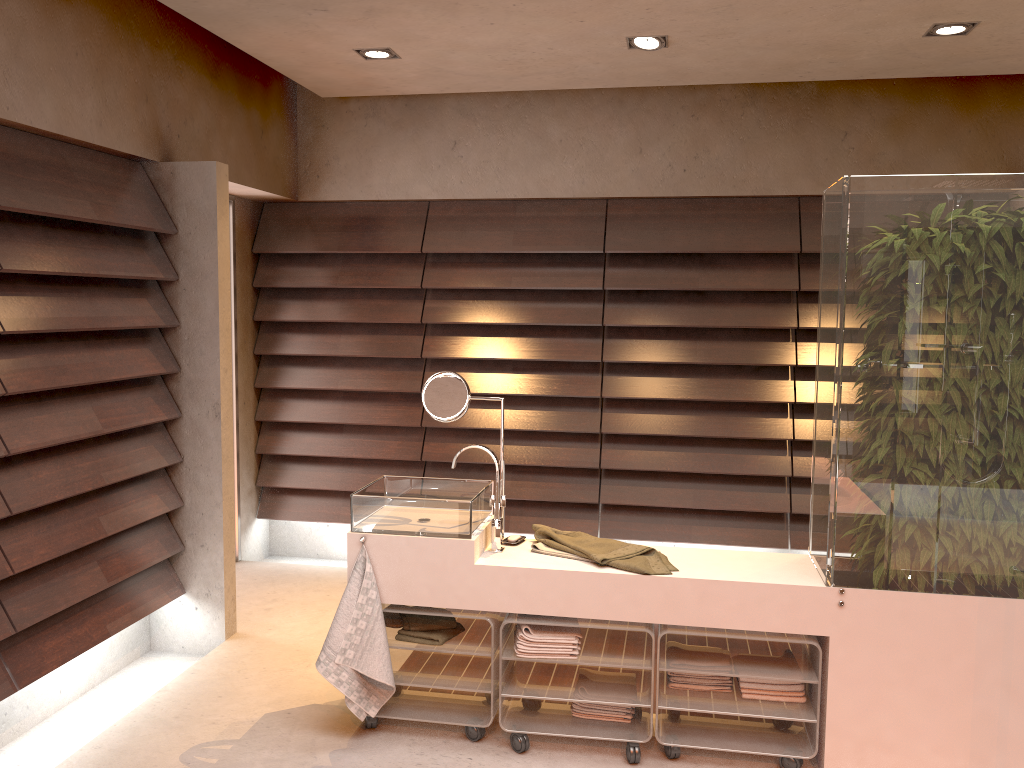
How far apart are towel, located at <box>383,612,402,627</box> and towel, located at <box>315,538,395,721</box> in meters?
0.2 m

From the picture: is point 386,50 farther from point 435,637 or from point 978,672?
point 978,672

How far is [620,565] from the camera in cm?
278

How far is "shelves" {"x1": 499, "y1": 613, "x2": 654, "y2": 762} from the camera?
2.8m

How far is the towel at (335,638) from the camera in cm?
282

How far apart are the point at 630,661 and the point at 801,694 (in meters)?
0.54

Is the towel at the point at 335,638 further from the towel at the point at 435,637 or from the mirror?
the mirror

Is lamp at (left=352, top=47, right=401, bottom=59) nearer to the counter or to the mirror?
the mirror

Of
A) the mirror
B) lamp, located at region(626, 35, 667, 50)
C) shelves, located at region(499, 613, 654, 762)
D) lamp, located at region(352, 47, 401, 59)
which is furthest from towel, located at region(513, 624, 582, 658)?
lamp, located at region(352, 47, 401, 59)

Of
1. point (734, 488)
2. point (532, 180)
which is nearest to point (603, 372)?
point (734, 488)
